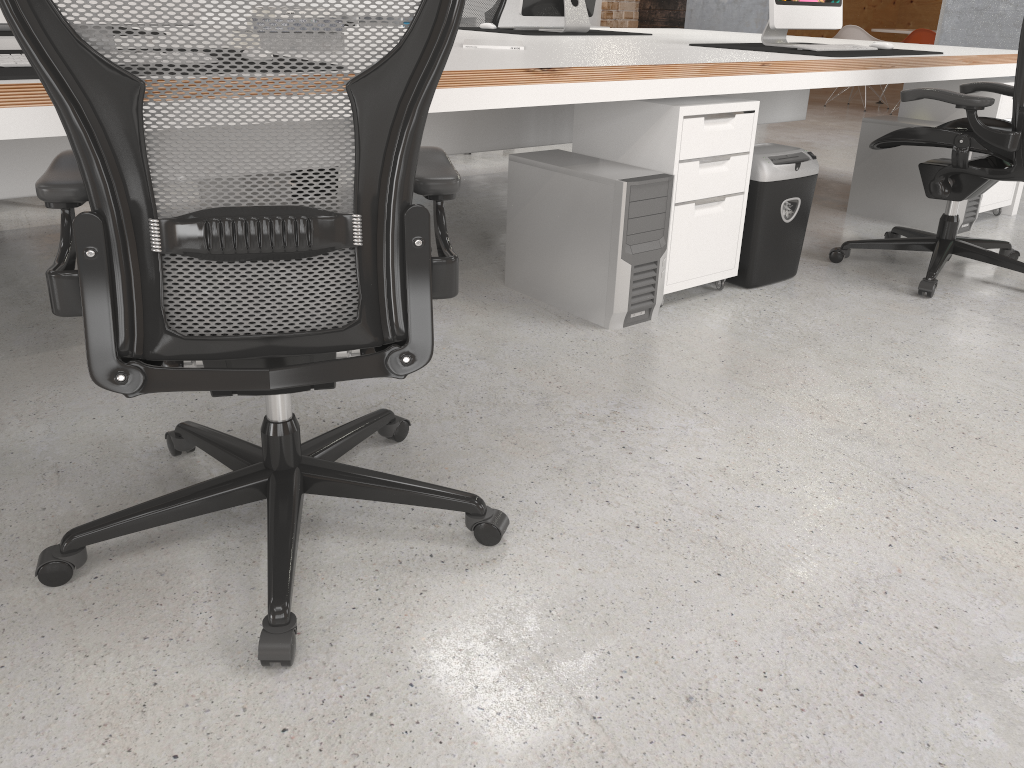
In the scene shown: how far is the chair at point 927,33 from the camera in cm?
776

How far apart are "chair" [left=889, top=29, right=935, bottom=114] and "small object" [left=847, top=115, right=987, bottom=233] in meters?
4.5 m

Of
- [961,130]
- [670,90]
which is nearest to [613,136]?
[670,90]

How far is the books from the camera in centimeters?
294cm

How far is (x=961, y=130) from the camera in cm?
343

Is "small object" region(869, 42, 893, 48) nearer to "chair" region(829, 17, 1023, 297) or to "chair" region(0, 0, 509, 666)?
"chair" region(829, 17, 1023, 297)

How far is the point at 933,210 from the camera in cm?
398

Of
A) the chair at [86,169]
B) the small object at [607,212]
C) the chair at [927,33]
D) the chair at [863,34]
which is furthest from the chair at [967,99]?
the chair at [863,34]

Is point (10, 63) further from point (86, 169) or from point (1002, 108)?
point (1002, 108)

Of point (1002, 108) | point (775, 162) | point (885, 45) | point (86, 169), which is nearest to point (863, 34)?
point (1002, 108)
